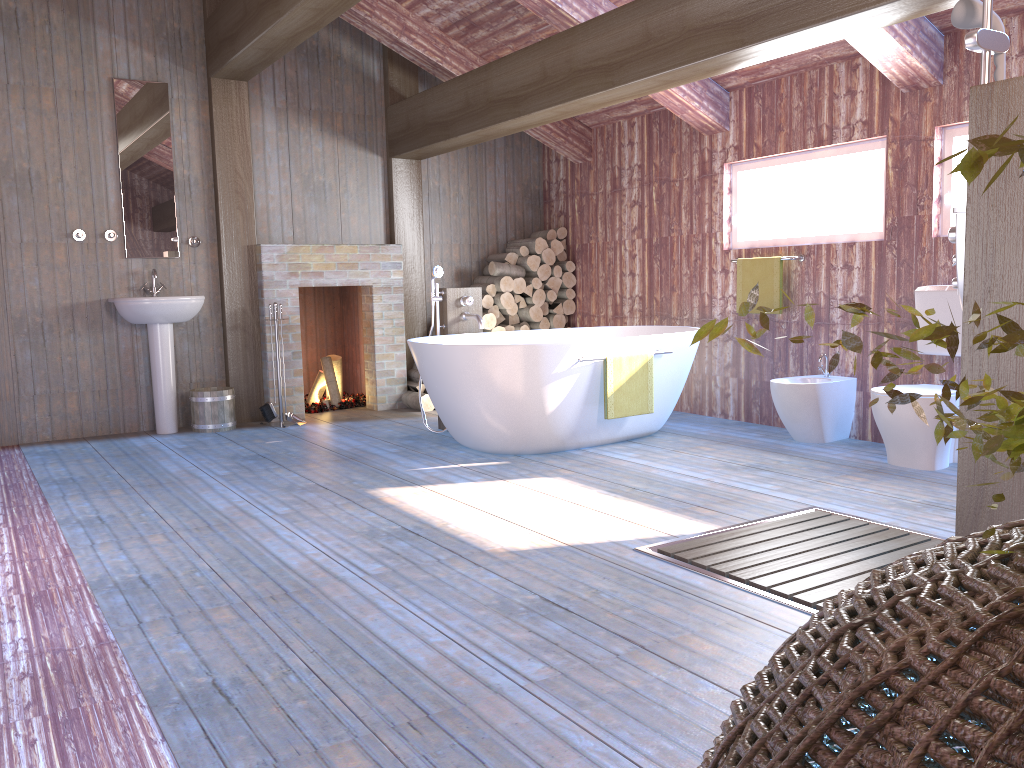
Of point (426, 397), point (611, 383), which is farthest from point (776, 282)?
point (426, 397)

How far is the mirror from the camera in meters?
6.0 m

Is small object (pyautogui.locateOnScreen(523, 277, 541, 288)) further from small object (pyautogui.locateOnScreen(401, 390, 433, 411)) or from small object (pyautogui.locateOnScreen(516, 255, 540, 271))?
small object (pyautogui.locateOnScreen(401, 390, 433, 411))

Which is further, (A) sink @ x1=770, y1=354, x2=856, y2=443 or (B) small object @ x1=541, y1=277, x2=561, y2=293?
(B) small object @ x1=541, y1=277, x2=561, y2=293

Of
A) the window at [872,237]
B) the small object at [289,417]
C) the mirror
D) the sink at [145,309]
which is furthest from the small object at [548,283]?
the mirror

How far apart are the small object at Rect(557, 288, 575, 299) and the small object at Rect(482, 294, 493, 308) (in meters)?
0.71

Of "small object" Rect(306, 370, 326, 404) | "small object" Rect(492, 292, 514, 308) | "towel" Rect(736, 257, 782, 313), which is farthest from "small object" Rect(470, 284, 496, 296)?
"towel" Rect(736, 257, 782, 313)

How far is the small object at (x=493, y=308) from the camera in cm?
724

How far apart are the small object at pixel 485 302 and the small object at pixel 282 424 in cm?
188

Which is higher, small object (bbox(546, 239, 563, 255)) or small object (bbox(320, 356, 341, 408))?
small object (bbox(546, 239, 563, 255))
